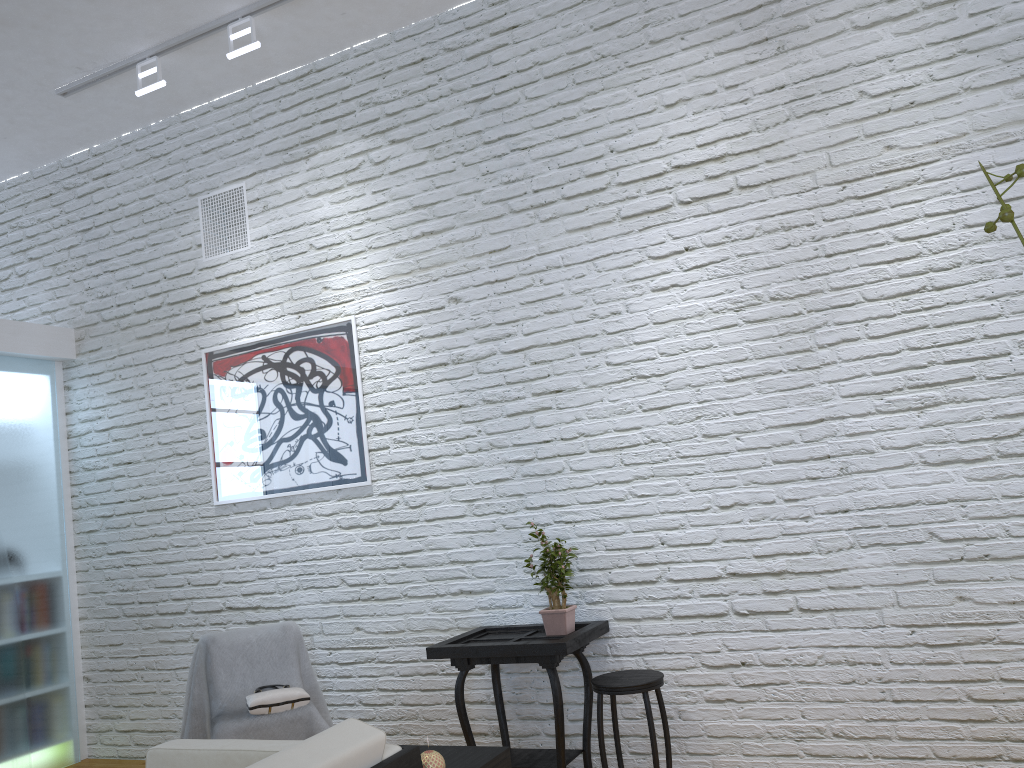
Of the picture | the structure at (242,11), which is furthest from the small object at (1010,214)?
the structure at (242,11)

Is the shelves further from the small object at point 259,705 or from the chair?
the small object at point 259,705

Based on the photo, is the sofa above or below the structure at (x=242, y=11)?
below

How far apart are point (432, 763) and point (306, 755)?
0.5m

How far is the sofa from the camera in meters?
1.6

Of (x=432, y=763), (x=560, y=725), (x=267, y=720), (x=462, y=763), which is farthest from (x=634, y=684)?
(x=267, y=720)

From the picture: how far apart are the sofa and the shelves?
0.3 meters

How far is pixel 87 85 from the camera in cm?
415

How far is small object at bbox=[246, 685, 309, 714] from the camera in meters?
3.3

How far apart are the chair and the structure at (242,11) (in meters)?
2.87
